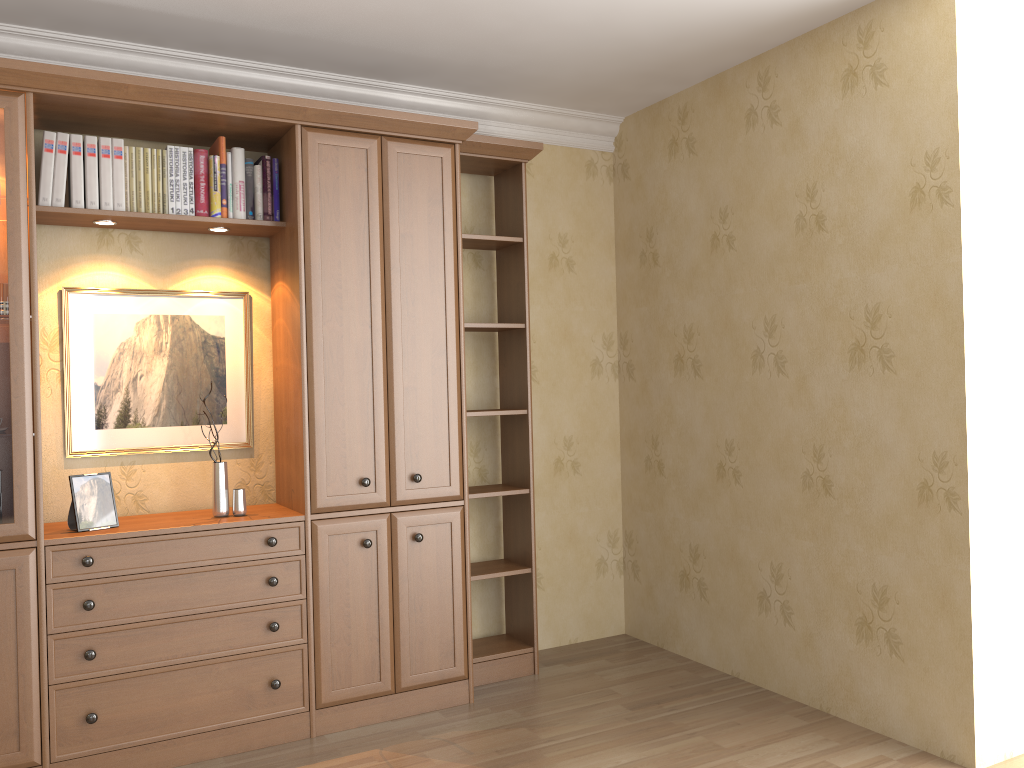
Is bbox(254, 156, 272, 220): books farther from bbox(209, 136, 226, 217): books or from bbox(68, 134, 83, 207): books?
bbox(68, 134, 83, 207): books

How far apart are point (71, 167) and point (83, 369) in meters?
0.7 m

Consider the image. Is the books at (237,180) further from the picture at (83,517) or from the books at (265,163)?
the picture at (83,517)

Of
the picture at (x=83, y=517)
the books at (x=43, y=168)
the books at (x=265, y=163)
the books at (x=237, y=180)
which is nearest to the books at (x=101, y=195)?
the books at (x=43, y=168)

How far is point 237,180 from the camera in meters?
3.3 m

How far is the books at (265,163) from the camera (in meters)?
3.40

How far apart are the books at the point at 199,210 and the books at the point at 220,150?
0.06m

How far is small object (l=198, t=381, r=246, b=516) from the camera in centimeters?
326cm

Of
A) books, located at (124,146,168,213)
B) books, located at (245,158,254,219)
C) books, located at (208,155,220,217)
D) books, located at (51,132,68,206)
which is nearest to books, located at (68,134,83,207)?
books, located at (51,132,68,206)

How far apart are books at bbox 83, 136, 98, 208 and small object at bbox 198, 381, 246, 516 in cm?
100
